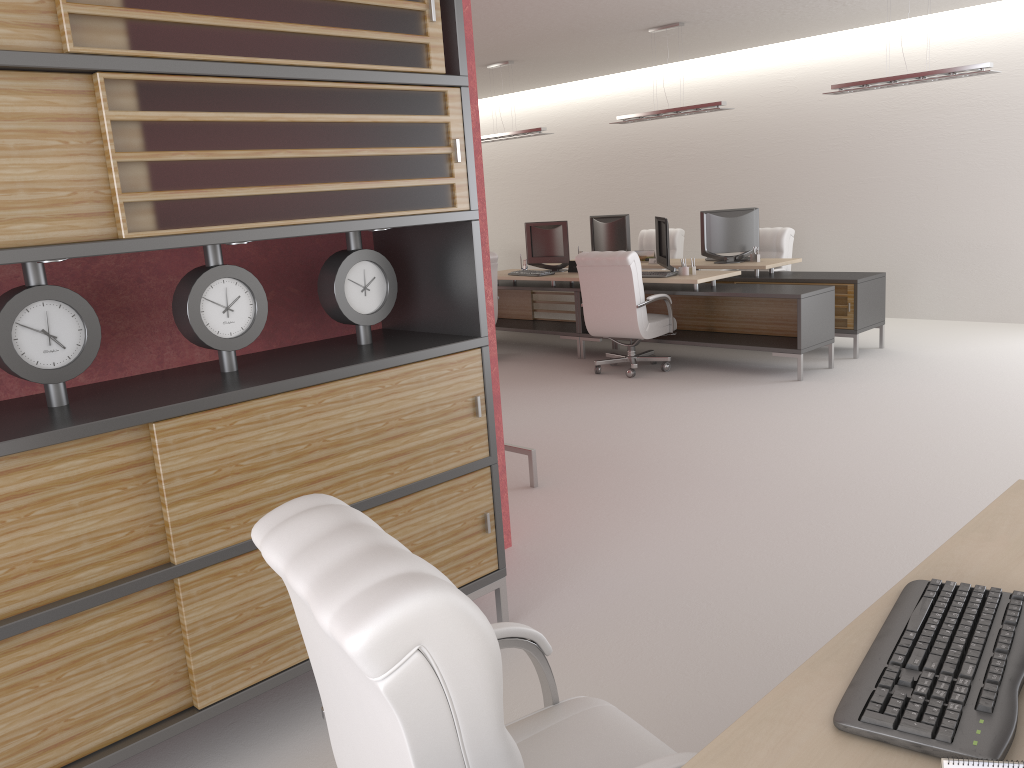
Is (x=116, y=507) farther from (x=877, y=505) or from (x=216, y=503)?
(x=877, y=505)

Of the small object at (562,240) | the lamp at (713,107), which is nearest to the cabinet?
the lamp at (713,107)

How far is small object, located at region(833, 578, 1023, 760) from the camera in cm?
184

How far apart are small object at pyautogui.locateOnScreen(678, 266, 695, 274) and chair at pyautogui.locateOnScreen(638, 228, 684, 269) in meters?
4.1 m

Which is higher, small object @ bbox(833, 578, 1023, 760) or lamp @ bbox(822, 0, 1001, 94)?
lamp @ bbox(822, 0, 1001, 94)

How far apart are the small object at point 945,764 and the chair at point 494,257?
11.70m

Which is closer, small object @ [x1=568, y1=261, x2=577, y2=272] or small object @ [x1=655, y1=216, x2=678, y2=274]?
small object @ [x1=655, y1=216, x2=678, y2=274]

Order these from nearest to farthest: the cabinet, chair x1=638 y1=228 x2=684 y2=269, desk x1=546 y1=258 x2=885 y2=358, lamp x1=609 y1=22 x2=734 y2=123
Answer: the cabinet, desk x1=546 y1=258 x2=885 y2=358, lamp x1=609 y1=22 x2=734 y2=123, chair x1=638 y1=228 x2=684 y2=269

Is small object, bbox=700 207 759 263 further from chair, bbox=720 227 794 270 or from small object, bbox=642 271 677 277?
small object, bbox=642 271 677 277

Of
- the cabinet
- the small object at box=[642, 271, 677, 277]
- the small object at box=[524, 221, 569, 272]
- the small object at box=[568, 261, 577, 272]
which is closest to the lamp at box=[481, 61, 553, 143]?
the small object at box=[524, 221, 569, 272]
